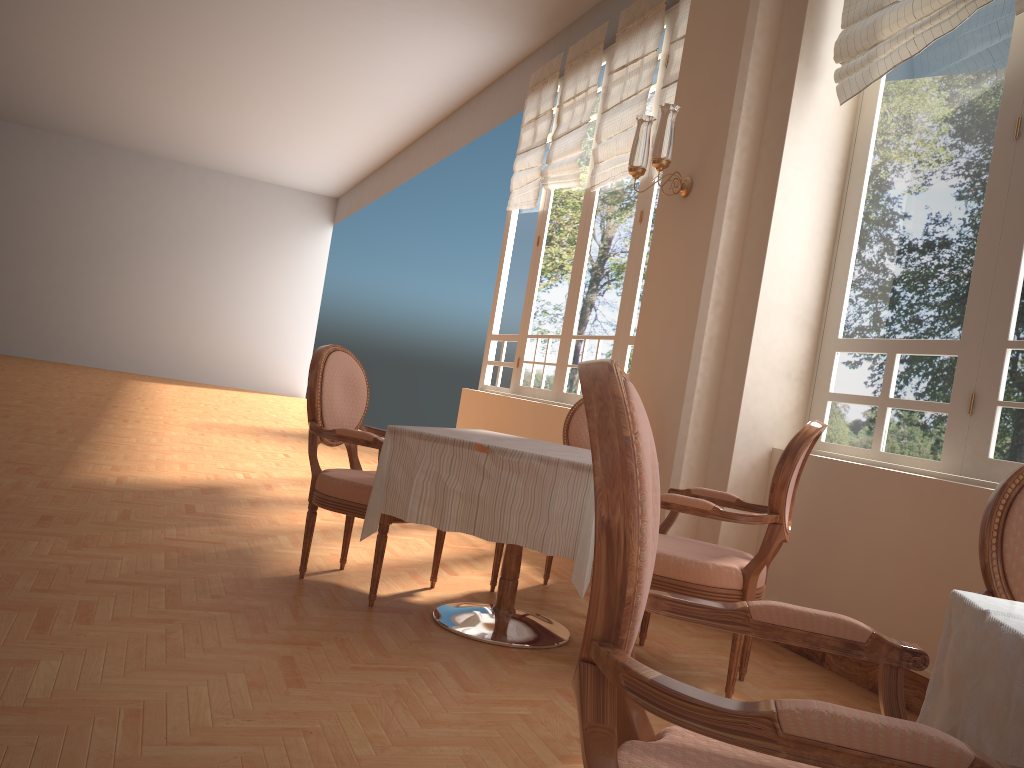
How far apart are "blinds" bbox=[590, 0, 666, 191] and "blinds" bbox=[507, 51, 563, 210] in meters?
1.0

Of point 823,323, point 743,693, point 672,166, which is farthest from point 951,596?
point 672,166

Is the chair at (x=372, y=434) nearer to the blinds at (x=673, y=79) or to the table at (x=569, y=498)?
the table at (x=569, y=498)

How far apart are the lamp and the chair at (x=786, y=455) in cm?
157

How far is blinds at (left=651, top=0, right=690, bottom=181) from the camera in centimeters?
544cm

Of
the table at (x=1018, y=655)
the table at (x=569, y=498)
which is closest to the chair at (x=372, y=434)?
the table at (x=569, y=498)

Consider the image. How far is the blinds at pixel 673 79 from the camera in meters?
5.4 m

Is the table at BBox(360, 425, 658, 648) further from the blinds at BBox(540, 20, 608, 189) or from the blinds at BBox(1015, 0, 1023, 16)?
the blinds at BBox(540, 20, 608, 189)

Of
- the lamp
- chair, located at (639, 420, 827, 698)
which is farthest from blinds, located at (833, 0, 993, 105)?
chair, located at (639, 420, 827, 698)

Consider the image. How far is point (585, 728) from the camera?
0.97m
